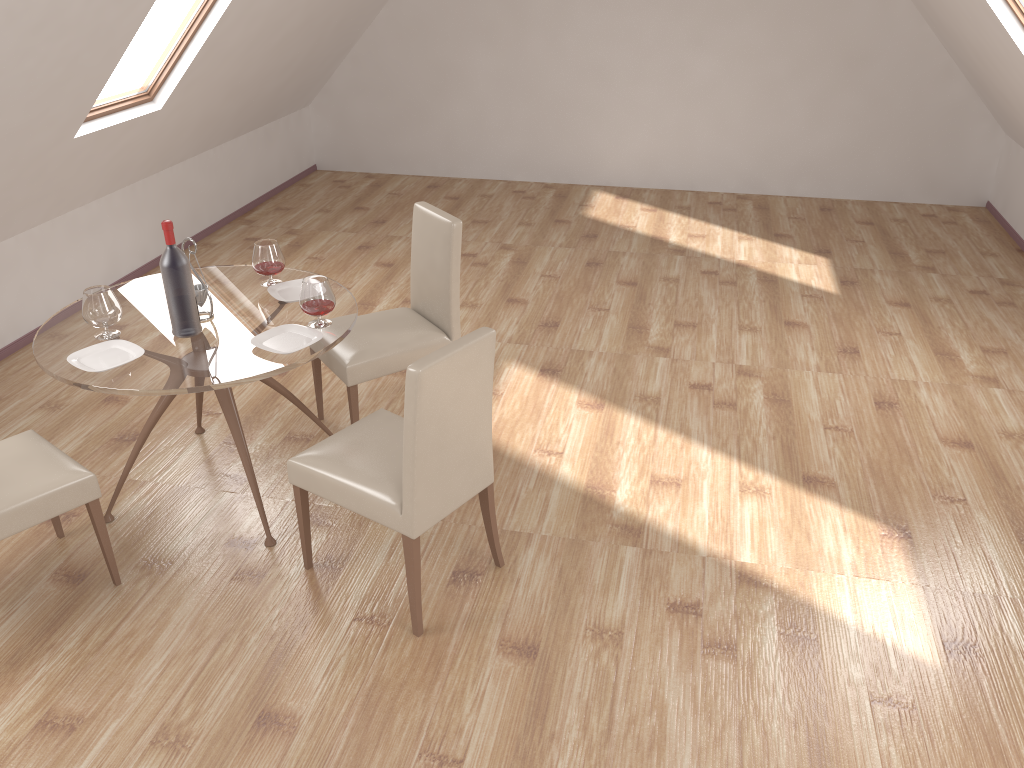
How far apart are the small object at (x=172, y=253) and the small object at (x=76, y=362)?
0.15m

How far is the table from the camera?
3.0 meters

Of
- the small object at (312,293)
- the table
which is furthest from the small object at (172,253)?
the small object at (312,293)

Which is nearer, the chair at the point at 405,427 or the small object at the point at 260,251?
the chair at the point at 405,427

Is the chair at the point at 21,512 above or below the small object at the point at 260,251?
below

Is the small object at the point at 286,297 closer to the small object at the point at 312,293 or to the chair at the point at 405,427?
the small object at the point at 312,293

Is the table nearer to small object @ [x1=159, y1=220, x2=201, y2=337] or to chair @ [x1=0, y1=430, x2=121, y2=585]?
small object @ [x1=159, y1=220, x2=201, y2=337]

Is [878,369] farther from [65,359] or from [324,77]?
[324,77]

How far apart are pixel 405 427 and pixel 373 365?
1.2 meters

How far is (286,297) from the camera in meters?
3.6 m
